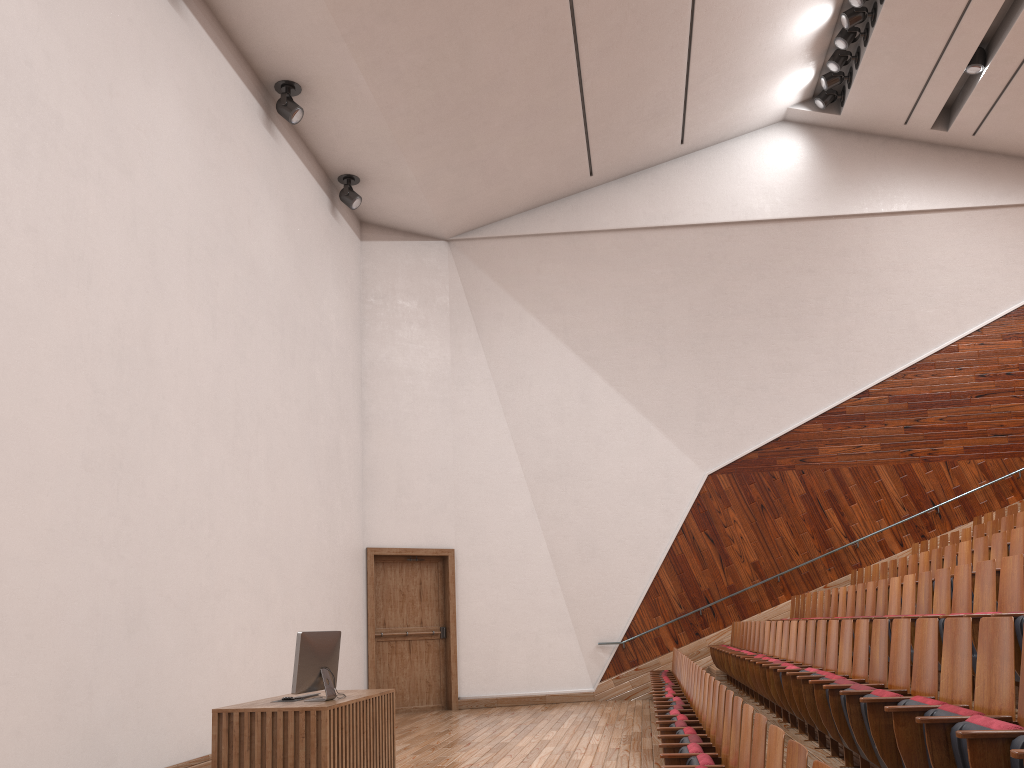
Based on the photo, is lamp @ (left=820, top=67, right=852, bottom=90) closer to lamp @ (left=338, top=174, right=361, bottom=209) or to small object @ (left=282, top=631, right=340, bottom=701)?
lamp @ (left=338, top=174, right=361, bottom=209)

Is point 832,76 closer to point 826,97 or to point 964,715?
point 826,97

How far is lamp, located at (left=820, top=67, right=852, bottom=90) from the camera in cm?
134

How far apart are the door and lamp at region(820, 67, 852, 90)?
0.9 meters

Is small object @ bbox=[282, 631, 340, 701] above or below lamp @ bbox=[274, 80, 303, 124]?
below

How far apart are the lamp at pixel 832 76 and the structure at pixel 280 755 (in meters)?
1.12

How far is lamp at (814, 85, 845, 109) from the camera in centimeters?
139cm

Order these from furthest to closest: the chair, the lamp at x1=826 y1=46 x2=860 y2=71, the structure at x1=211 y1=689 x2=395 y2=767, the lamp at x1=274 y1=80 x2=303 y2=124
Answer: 1. the lamp at x1=826 y1=46 x2=860 y2=71
2. the lamp at x1=274 y1=80 x2=303 y2=124
3. the structure at x1=211 y1=689 x2=395 y2=767
4. the chair

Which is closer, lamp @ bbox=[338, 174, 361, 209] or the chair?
the chair

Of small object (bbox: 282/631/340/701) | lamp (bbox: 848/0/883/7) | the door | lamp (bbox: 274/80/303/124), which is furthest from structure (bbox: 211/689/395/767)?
lamp (bbox: 848/0/883/7)
